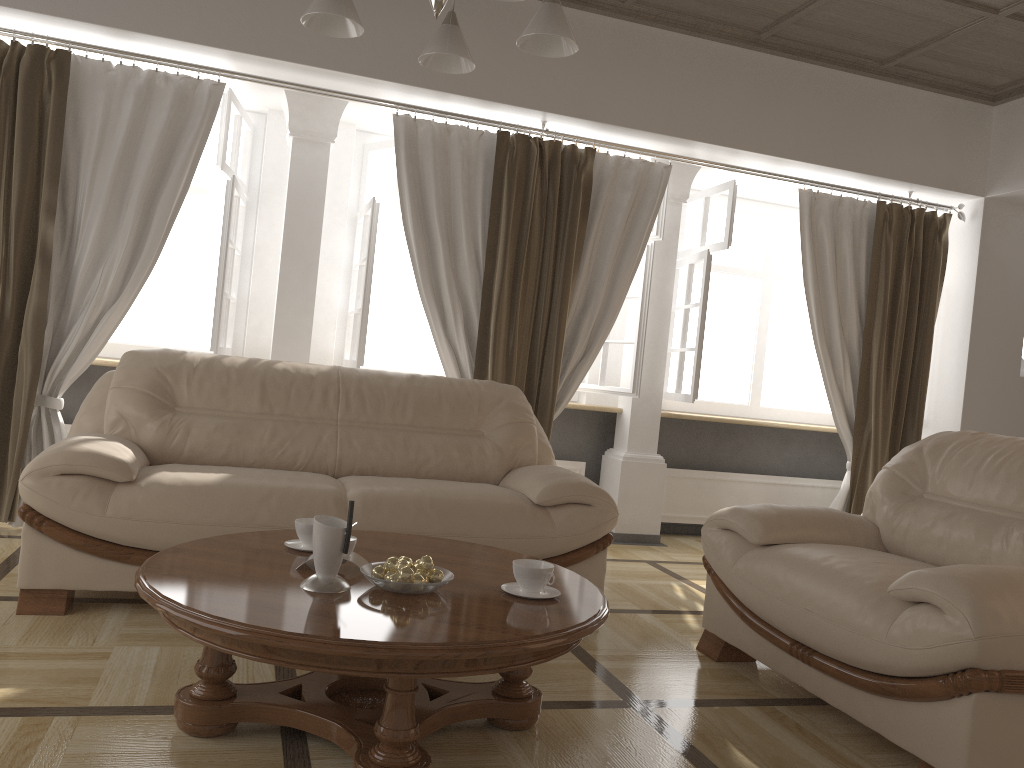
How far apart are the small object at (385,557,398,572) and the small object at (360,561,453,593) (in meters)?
0.06

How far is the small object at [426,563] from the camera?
2.1 meters

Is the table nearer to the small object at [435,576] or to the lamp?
the small object at [435,576]

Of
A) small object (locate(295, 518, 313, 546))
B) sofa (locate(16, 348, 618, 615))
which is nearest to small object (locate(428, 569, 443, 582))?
small object (locate(295, 518, 313, 546))

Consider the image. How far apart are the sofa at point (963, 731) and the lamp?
1.64m

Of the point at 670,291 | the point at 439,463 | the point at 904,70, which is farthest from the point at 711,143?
the point at 439,463

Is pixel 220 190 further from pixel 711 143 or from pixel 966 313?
pixel 966 313

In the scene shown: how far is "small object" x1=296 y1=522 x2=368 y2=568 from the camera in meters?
2.2 m

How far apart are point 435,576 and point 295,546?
0.5m

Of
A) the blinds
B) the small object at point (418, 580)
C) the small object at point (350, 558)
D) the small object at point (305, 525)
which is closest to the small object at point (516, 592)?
the small object at point (418, 580)
